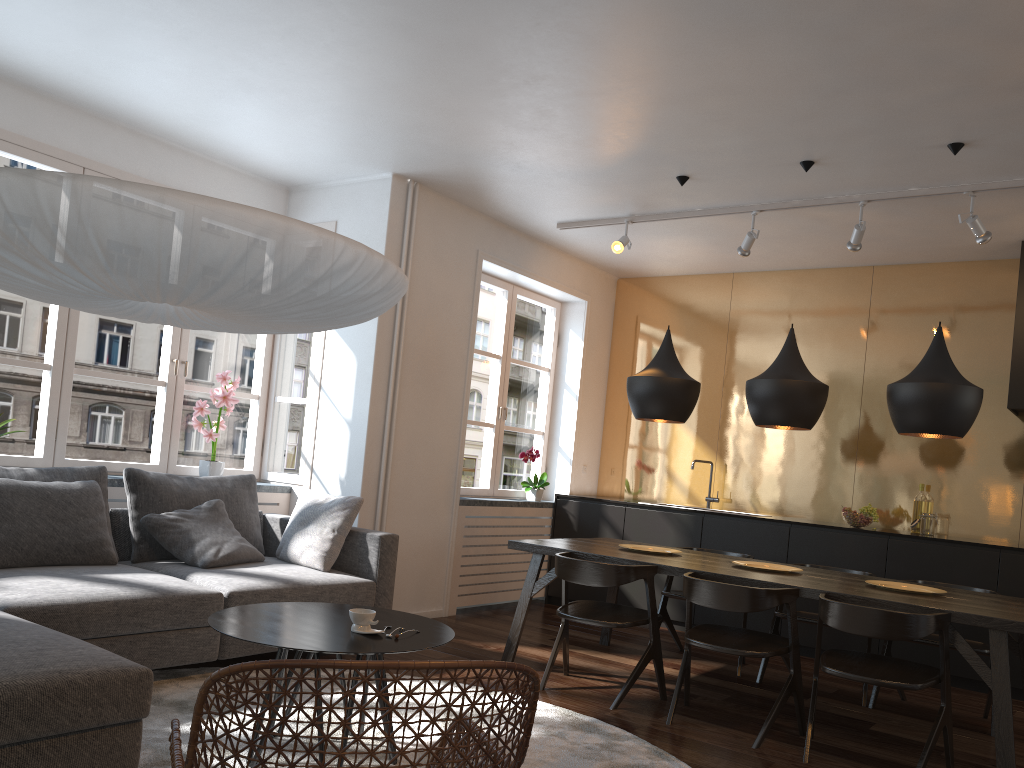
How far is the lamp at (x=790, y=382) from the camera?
4.4m

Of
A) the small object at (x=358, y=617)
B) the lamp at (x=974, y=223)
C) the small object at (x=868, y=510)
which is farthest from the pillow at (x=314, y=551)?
the lamp at (x=974, y=223)

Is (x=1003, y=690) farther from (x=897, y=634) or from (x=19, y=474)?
(x=19, y=474)

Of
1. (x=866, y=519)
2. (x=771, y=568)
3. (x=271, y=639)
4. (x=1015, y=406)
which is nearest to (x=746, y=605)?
(x=771, y=568)

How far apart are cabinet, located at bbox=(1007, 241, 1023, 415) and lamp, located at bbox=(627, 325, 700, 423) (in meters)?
2.17

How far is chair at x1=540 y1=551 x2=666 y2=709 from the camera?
4.1m

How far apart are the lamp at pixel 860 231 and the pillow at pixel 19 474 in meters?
4.3

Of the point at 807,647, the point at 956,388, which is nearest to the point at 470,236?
the point at 956,388

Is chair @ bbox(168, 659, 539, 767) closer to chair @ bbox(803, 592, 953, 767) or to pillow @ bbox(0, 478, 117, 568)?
chair @ bbox(803, 592, 953, 767)

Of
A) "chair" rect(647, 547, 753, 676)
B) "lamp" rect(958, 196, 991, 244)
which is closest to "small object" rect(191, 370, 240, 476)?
"chair" rect(647, 547, 753, 676)
